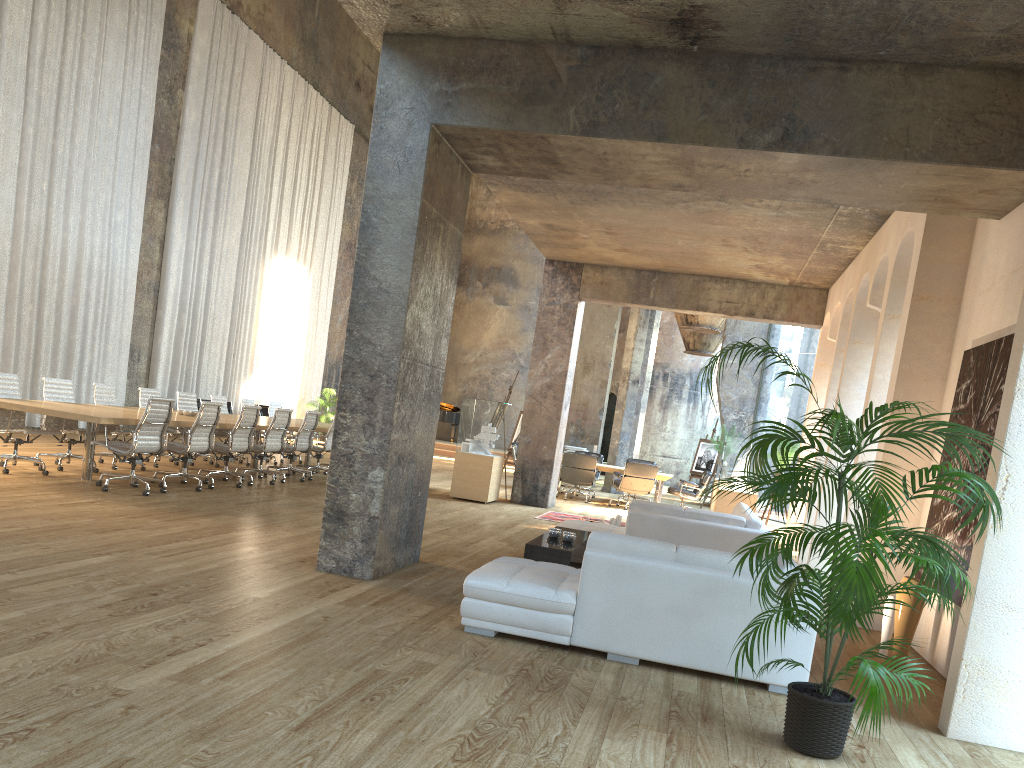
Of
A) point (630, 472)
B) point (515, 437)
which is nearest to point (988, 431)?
point (630, 472)

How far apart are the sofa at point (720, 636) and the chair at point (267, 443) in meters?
6.6

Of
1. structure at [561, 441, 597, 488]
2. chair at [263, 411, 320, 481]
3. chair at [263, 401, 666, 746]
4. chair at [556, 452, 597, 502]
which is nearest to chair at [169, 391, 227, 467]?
chair at [263, 411, 320, 481]

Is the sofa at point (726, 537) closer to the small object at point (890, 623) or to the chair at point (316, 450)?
the small object at point (890, 623)

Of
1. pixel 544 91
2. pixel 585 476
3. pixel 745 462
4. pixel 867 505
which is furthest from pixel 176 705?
pixel 585 476

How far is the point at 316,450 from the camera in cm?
1337

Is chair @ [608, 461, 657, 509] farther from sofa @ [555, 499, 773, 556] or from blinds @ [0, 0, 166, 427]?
blinds @ [0, 0, 166, 427]

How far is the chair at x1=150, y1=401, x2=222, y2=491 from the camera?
9.86m

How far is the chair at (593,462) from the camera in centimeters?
1583cm

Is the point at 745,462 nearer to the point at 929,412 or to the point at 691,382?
the point at 929,412
